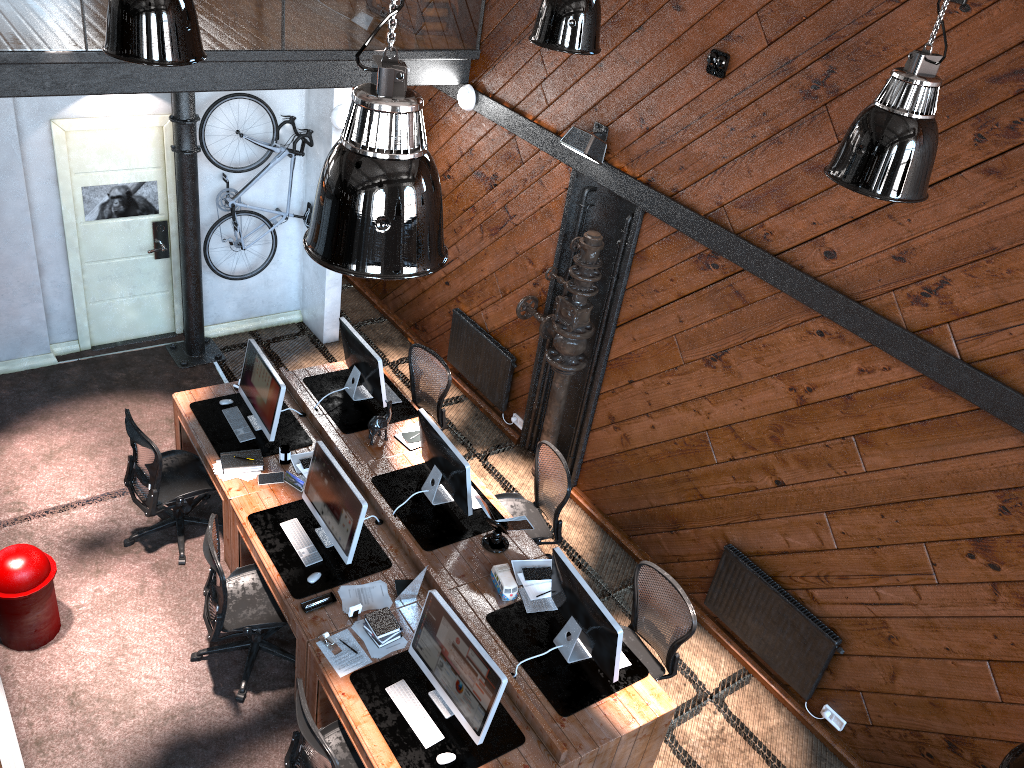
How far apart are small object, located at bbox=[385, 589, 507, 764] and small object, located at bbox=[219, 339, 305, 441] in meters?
2.2

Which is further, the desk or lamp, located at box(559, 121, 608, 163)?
lamp, located at box(559, 121, 608, 163)

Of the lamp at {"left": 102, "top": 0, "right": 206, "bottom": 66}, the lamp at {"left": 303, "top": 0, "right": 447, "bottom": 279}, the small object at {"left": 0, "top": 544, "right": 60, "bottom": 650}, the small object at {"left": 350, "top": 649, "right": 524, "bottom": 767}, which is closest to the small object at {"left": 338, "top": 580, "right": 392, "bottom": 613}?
the small object at {"left": 350, "top": 649, "right": 524, "bottom": 767}

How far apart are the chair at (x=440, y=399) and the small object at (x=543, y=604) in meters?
1.9

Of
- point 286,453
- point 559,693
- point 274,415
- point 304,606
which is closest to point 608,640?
point 559,693

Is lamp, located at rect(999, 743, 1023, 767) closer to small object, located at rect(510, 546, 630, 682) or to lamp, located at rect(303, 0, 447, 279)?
lamp, located at rect(303, 0, 447, 279)

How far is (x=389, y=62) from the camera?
2.4 meters

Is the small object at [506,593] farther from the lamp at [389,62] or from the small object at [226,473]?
the lamp at [389,62]

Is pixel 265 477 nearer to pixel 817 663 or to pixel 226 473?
pixel 226 473

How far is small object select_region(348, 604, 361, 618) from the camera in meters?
5.4 m
